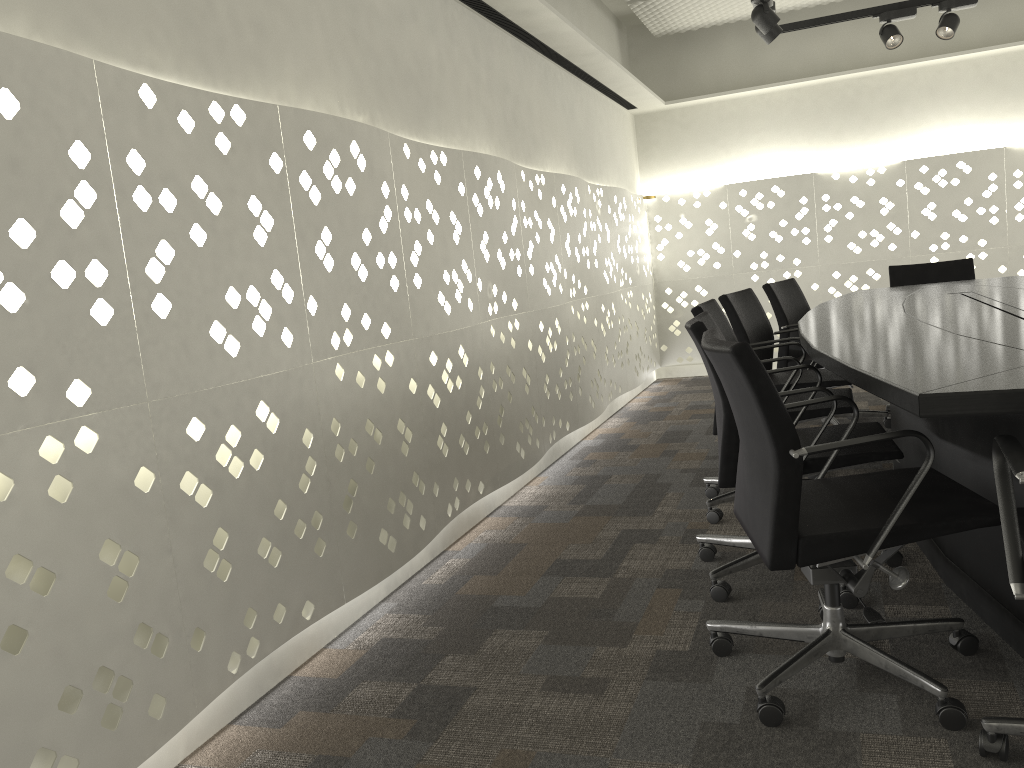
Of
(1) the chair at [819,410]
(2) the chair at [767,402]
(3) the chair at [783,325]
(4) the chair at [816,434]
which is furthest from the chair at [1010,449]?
(3) the chair at [783,325]

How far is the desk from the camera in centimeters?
153cm

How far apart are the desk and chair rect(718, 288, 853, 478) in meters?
0.2 m

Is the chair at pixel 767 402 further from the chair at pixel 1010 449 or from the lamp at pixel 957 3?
the lamp at pixel 957 3

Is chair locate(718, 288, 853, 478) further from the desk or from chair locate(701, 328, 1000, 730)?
chair locate(701, 328, 1000, 730)

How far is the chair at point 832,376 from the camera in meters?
3.5

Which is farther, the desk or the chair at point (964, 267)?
the chair at point (964, 267)

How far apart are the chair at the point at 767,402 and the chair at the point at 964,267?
3.1m

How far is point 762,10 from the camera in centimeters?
395cm

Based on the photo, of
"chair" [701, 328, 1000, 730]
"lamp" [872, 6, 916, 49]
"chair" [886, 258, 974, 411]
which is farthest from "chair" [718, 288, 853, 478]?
"lamp" [872, 6, 916, 49]
